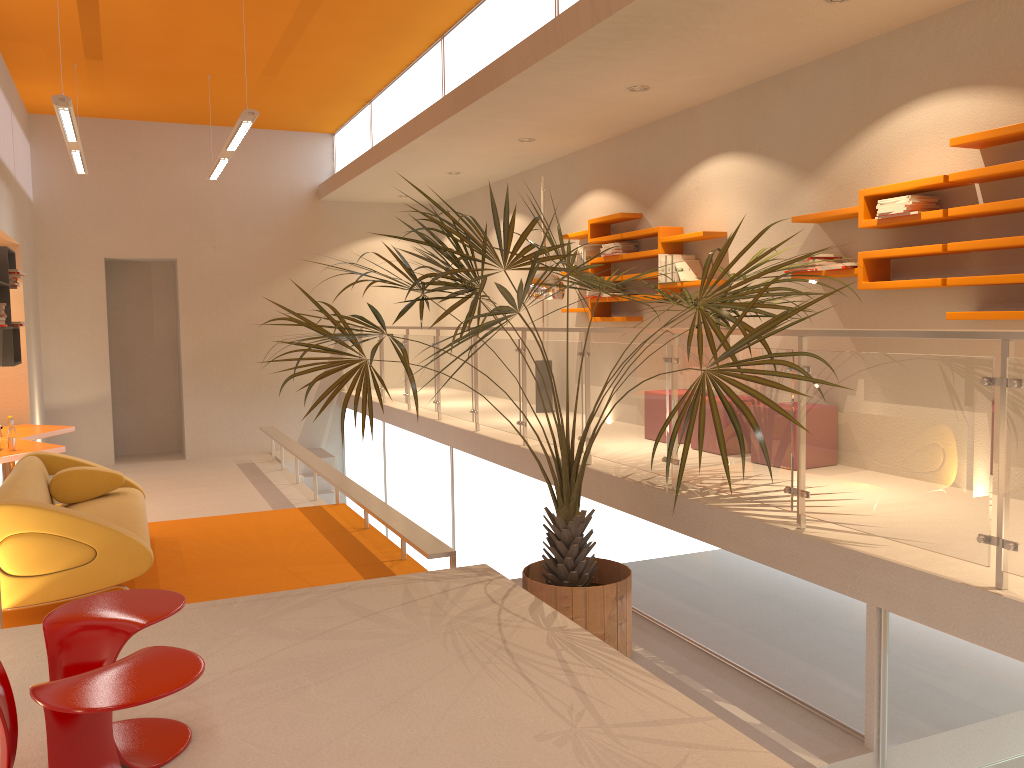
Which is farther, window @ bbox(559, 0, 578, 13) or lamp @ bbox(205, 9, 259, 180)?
lamp @ bbox(205, 9, 259, 180)

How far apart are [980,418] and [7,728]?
3.16m

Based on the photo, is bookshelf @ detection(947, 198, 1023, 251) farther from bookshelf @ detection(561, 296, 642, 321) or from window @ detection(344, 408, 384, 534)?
window @ detection(344, 408, 384, 534)

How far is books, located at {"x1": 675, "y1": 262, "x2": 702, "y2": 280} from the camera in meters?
6.8

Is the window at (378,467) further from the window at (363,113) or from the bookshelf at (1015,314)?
the bookshelf at (1015,314)

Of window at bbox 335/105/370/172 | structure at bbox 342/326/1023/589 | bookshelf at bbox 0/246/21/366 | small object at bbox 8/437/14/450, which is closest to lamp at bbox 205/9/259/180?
bookshelf at bbox 0/246/21/366

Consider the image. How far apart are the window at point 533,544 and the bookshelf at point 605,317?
1.7m

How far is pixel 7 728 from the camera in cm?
230

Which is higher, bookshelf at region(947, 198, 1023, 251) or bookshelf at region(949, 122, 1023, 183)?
bookshelf at region(949, 122, 1023, 183)

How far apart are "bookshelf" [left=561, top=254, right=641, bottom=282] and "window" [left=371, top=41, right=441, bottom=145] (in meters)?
2.12
